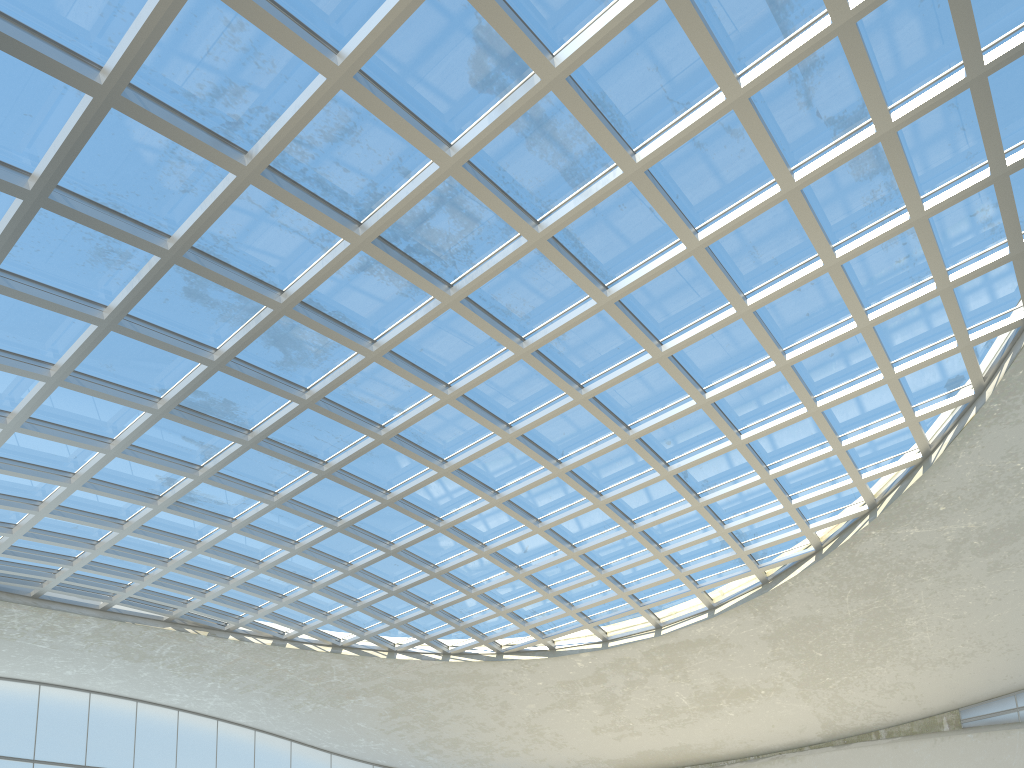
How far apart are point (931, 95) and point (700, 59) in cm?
1106
